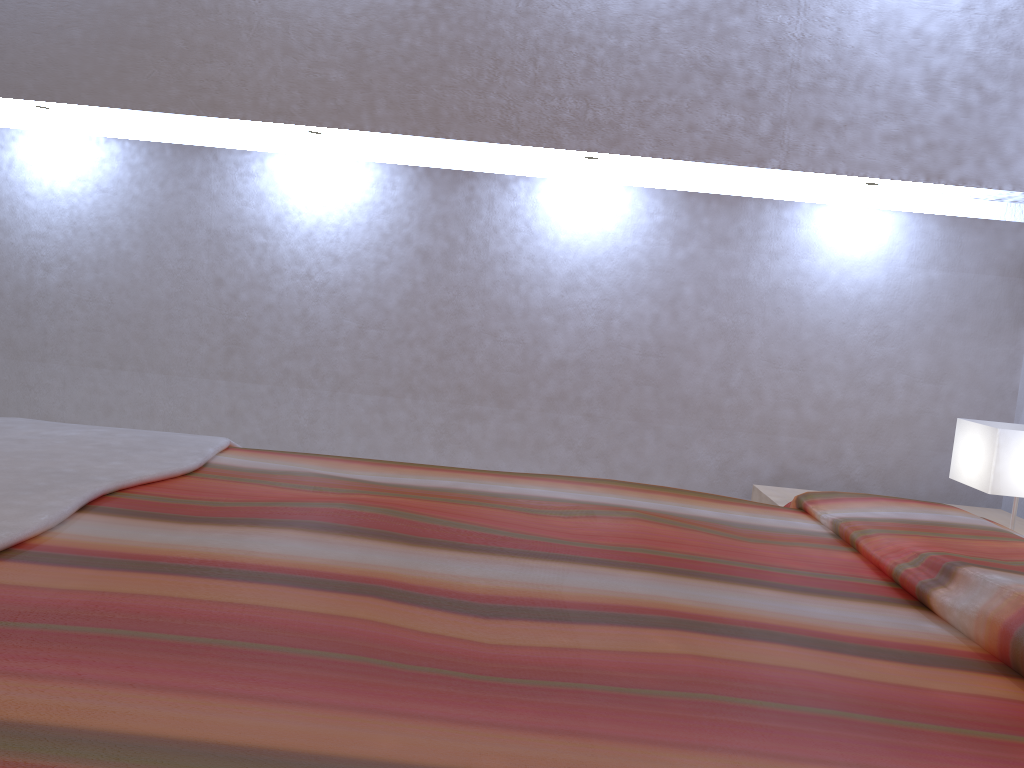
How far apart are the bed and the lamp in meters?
0.6

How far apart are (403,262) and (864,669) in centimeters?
245cm

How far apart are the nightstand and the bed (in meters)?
0.78

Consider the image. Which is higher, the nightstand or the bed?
the bed

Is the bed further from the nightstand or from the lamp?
the nightstand

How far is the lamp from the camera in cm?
223

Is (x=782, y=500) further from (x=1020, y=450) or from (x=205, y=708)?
(x=205, y=708)

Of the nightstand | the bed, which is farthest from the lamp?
the bed

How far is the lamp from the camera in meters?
2.2

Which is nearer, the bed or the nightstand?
the bed
